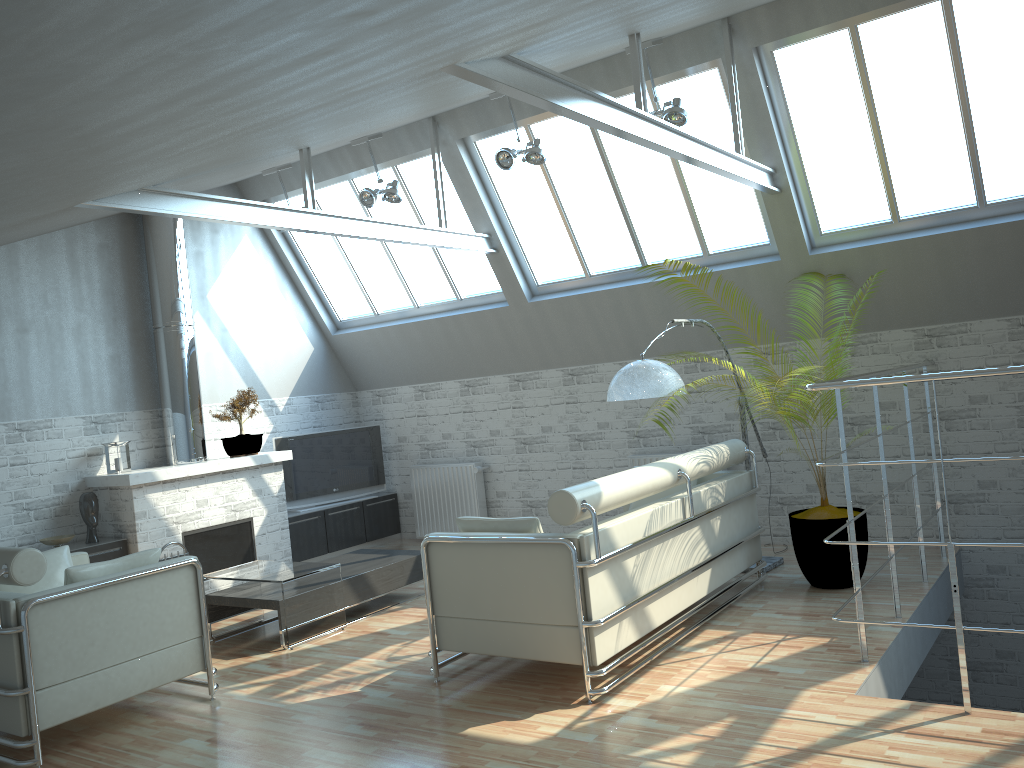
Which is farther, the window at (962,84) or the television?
the television

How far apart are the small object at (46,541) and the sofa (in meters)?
7.06

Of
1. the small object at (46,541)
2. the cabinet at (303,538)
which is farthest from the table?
the cabinet at (303,538)

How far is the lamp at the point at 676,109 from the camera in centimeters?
1162cm

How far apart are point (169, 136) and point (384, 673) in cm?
648

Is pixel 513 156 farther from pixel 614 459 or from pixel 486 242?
pixel 614 459

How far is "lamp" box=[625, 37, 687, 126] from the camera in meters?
→ 11.6

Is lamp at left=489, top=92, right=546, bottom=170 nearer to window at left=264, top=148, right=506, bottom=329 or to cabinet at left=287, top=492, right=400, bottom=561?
window at left=264, top=148, right=506, bottom=329

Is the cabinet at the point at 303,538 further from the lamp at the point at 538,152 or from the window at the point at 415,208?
the lamp at the point at 538,152

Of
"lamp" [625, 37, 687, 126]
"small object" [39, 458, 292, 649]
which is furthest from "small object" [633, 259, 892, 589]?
"small object" [39, 458, 292, 649]
